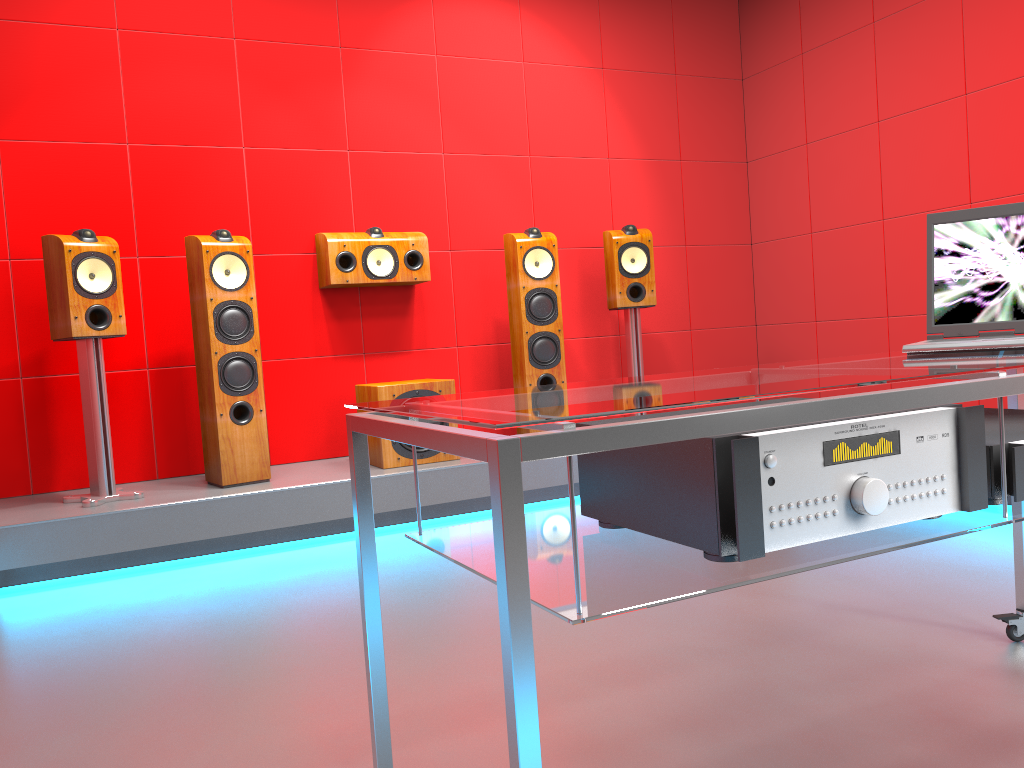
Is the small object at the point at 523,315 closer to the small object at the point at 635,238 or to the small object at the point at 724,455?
the small object at the point at 635,238

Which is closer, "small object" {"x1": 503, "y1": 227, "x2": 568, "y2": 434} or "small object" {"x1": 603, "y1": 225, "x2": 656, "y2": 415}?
"small object" {"x1": 503, "y1": 227, "x2": 568, "y2": 434}

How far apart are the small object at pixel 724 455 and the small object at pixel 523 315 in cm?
289

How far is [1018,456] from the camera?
1.2m

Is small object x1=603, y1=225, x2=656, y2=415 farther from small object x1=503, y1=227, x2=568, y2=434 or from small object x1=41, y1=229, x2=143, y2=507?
small object x1=41, y1=229, x2=143, y2=507

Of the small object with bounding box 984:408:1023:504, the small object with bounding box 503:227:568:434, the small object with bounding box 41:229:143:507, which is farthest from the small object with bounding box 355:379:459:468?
the small object with bounding box 984:408:1023:504

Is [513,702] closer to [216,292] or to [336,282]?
[216,292]

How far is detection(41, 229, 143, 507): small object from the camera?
3.33m

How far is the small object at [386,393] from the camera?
3.8 meters

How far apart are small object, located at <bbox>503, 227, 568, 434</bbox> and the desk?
2.44m
